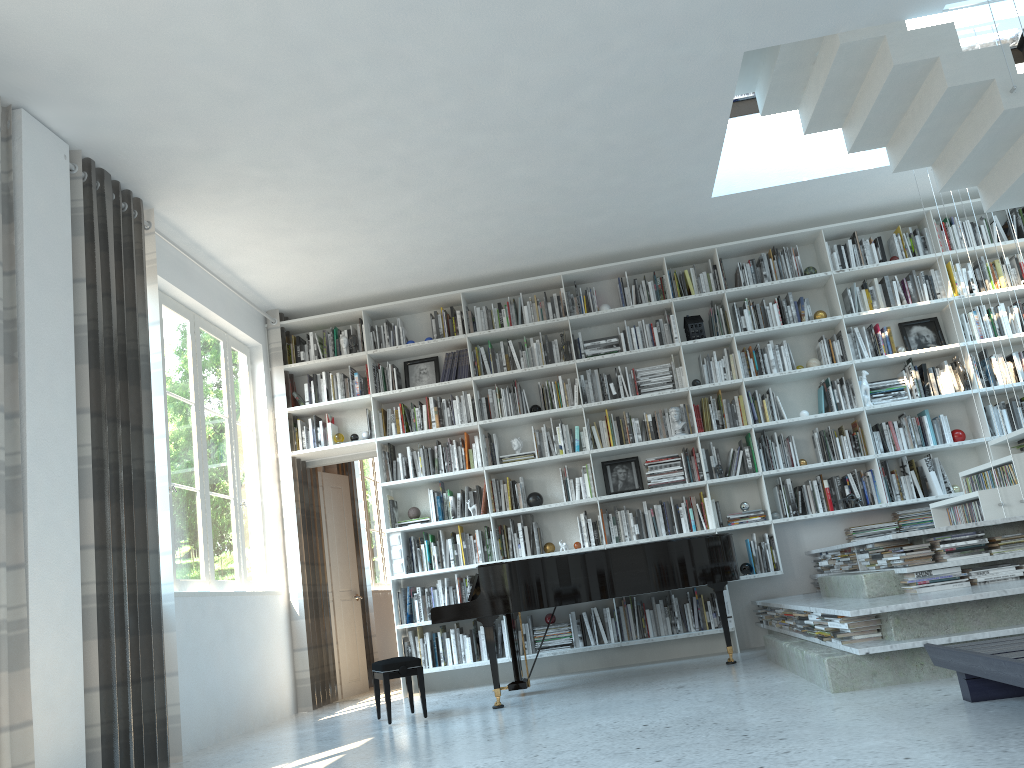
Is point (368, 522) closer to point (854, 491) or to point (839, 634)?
point (854, 491)

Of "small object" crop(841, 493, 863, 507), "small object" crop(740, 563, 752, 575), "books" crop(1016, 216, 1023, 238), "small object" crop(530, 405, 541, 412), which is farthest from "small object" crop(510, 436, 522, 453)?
"books" crop(1016, 216, 1023, 238)

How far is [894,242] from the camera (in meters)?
7.08

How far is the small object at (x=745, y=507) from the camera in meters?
6.7 m

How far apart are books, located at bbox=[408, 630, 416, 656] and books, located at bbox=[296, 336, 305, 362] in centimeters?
259cm

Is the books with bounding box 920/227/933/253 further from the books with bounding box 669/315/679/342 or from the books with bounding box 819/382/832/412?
the books with bounding box 669/315/679/342

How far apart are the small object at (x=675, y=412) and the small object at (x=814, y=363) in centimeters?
112cm

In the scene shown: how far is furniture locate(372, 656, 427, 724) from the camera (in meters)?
5.10

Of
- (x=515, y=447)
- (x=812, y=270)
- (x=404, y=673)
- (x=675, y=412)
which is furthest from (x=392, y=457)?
(x=812, y=270)

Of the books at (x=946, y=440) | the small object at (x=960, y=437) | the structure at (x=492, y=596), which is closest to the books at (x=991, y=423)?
the small object at (x=960, y=437)
